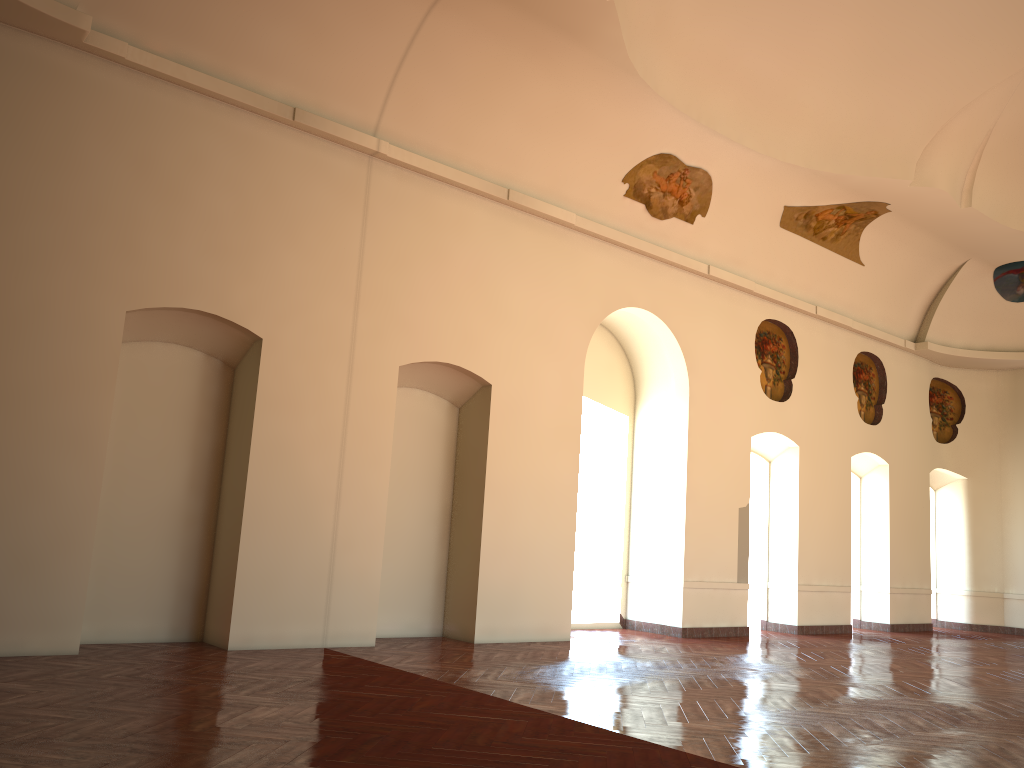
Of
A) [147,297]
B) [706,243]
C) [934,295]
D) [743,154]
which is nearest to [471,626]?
[147,297]
